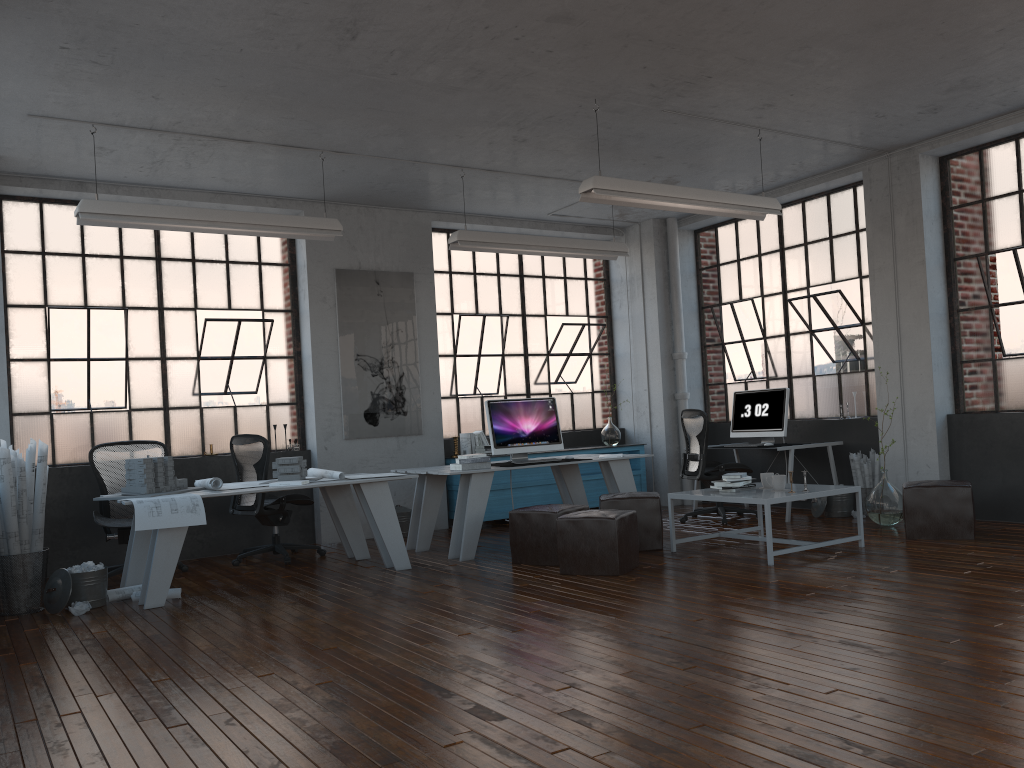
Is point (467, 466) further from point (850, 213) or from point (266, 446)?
point (850, 213)

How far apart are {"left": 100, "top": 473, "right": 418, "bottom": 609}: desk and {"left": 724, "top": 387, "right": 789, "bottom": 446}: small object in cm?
396

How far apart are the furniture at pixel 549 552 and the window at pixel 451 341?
3.0m

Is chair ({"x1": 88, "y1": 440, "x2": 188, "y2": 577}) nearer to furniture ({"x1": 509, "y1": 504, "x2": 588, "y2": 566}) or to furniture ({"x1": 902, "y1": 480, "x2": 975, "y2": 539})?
furniture ({"x1": 509, "y1": 504, "x2": 588, "y2": 566})

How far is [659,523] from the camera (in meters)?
6.80

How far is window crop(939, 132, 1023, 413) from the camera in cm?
734

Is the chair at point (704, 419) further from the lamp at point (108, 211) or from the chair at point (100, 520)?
the chair at point (100, 520)

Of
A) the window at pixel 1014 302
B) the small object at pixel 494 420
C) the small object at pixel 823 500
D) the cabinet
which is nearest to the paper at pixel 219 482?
the small object at pixel 494 420

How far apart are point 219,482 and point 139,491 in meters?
0.5

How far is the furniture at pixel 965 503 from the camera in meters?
6.5 m
